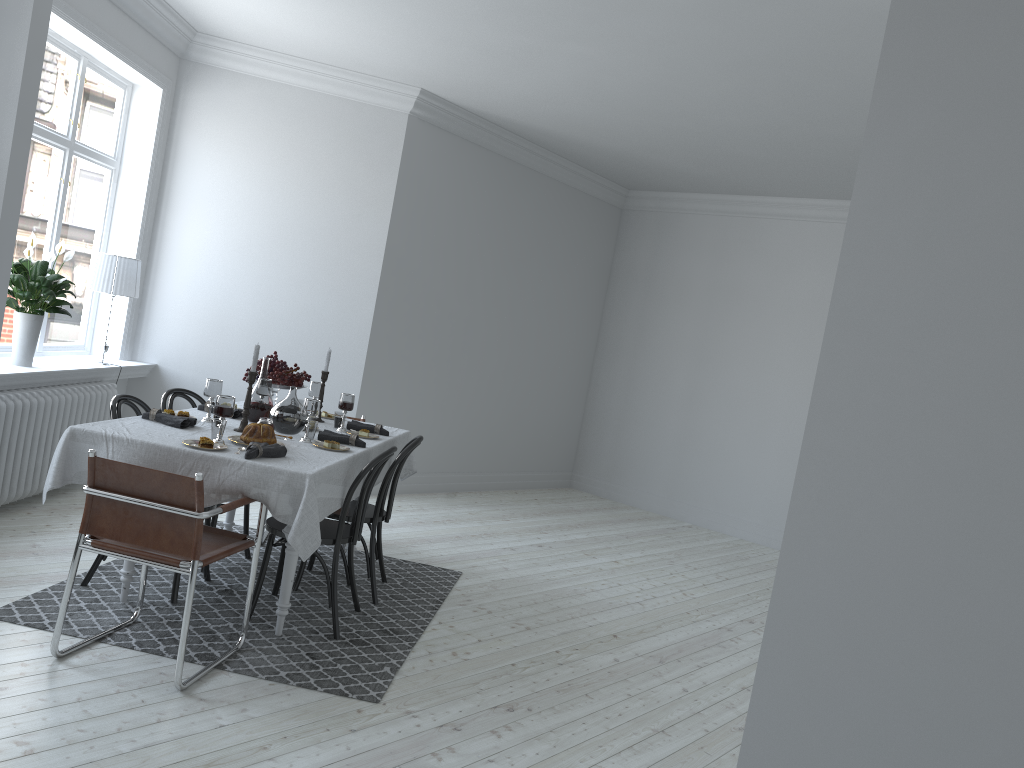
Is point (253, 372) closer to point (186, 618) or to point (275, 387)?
point (275, 387)

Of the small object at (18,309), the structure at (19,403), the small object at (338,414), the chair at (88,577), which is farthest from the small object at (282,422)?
the small object at (18,309)

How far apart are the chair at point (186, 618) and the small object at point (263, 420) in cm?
57

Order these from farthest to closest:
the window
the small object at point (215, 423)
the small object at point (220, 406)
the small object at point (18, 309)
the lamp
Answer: the lamp < the window < the small object at point (18, 309) < the small object at point (215, 423) < the small object at point (220, 406)

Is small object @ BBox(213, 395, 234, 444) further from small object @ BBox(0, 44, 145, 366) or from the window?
the window

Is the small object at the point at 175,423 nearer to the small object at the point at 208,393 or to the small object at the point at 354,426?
the small object at the point at 208,393

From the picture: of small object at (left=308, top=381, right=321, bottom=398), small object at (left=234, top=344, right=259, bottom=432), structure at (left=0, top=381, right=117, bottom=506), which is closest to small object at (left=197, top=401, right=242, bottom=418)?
small object at (left=234, top=344, right=259, bottom=432)

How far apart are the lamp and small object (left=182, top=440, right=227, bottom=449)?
2.73m

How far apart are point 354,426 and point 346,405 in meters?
0.2 m

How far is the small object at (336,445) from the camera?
4.3m
